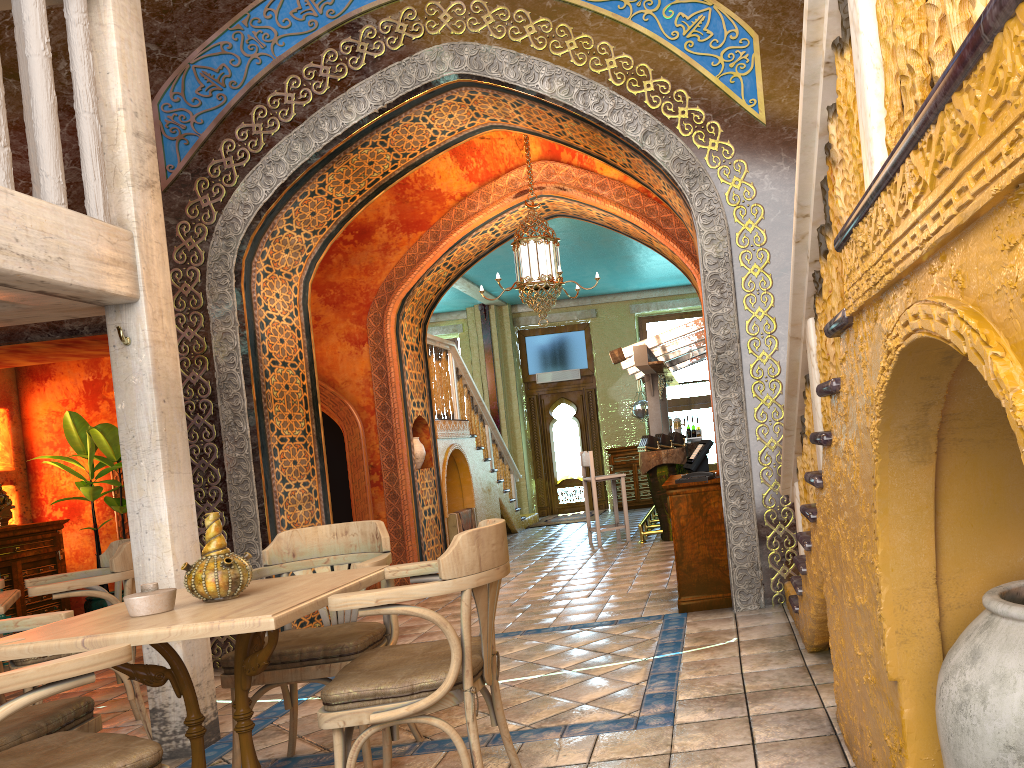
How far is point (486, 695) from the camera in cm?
372

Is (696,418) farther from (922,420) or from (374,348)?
(922,420)

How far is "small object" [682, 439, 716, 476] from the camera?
7.0 meters

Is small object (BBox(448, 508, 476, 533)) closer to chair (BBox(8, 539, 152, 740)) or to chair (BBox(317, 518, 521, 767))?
chair (BBox(8, 539, 152, 740))

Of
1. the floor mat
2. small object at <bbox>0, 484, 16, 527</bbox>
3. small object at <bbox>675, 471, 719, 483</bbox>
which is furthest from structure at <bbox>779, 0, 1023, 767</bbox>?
the floor mat

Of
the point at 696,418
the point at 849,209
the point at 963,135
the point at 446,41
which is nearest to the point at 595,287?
the point at 696,418

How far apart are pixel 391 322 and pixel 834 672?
7.61m

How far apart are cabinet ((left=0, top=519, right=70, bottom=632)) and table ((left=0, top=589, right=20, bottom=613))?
4.7m

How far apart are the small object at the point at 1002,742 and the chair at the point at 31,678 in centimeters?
228cm

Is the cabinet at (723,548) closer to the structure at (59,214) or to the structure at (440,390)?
the structure at (59,214)
